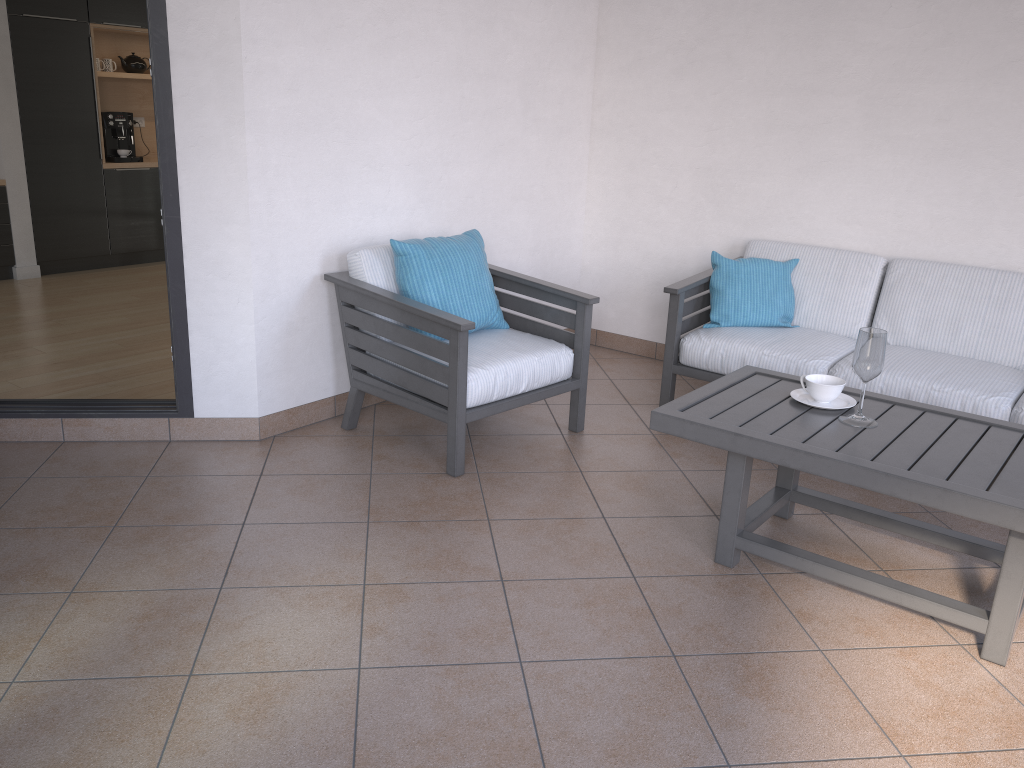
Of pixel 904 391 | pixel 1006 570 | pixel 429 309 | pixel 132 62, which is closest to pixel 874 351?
pixel 1006 570

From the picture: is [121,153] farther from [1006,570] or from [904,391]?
[1006,570]

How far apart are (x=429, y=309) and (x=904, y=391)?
1.86m

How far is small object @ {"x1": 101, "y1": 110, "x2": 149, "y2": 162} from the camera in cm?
721

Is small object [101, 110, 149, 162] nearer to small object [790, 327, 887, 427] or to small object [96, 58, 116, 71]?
small object [96, 58, 116, 71]

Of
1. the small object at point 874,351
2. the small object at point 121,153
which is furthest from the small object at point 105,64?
the small object at point 874,351

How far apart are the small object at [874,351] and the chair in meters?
1.0

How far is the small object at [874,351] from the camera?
2.6m

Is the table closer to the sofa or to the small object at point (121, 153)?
the sofa

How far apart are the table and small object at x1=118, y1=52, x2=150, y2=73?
6.49m
